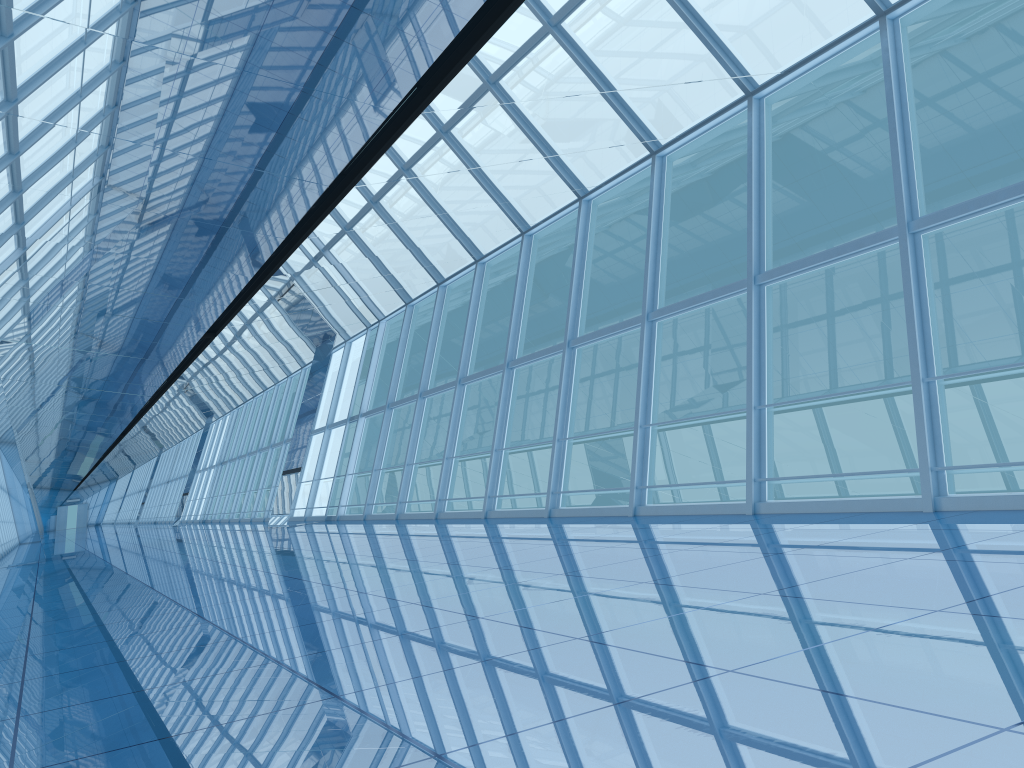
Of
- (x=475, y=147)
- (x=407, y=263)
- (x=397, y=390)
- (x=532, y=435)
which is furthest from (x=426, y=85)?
(x=532, y=435)
